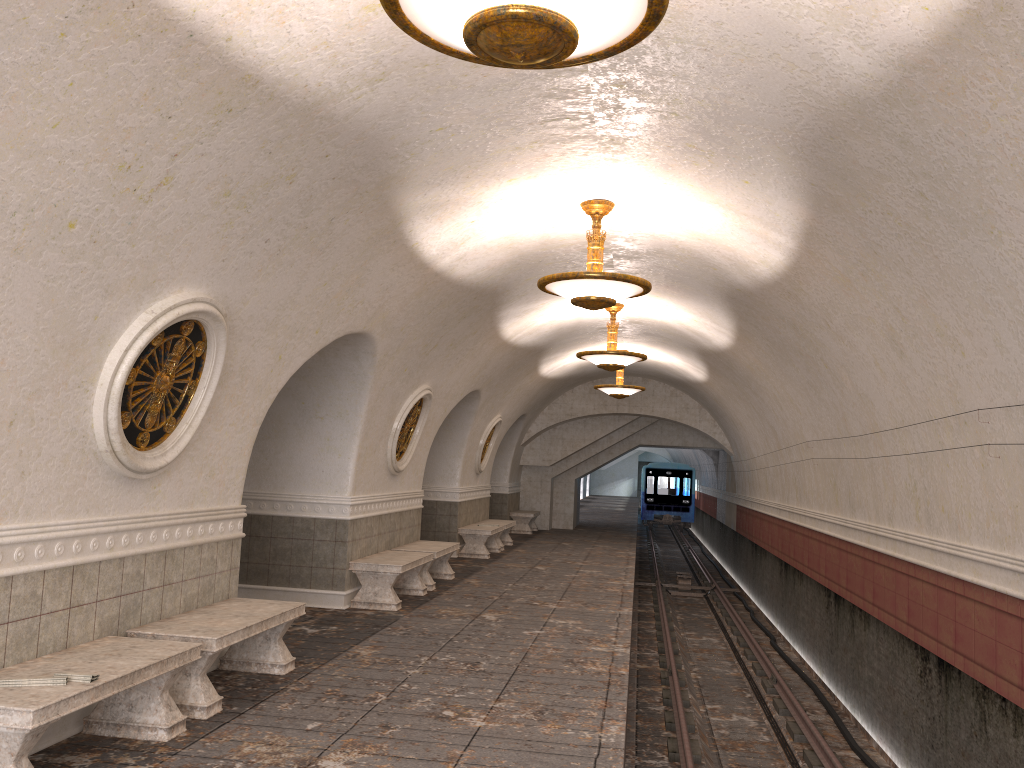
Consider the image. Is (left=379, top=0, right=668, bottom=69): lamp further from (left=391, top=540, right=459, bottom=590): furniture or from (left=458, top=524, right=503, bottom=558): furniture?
(left=458, top=524, right=503, bottom=558): furniture

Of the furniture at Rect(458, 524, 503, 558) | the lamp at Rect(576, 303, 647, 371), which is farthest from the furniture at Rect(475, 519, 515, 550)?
the lamp at Rect(576, 303, 647, 371)

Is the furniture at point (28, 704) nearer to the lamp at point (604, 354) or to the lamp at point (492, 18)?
the lamp at point (492, 18)

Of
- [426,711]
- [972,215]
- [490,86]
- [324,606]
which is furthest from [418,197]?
[324,606]

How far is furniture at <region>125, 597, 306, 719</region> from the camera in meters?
5.5

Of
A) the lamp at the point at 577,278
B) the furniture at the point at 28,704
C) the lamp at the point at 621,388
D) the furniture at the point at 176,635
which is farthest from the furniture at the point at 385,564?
the lamp at the point at 621,388

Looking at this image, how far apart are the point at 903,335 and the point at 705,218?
1.9 meters

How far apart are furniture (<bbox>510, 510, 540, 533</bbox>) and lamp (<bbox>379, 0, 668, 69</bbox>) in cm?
1889

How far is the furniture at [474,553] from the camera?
15.66m

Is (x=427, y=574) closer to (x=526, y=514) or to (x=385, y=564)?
(x=385, y=564)
